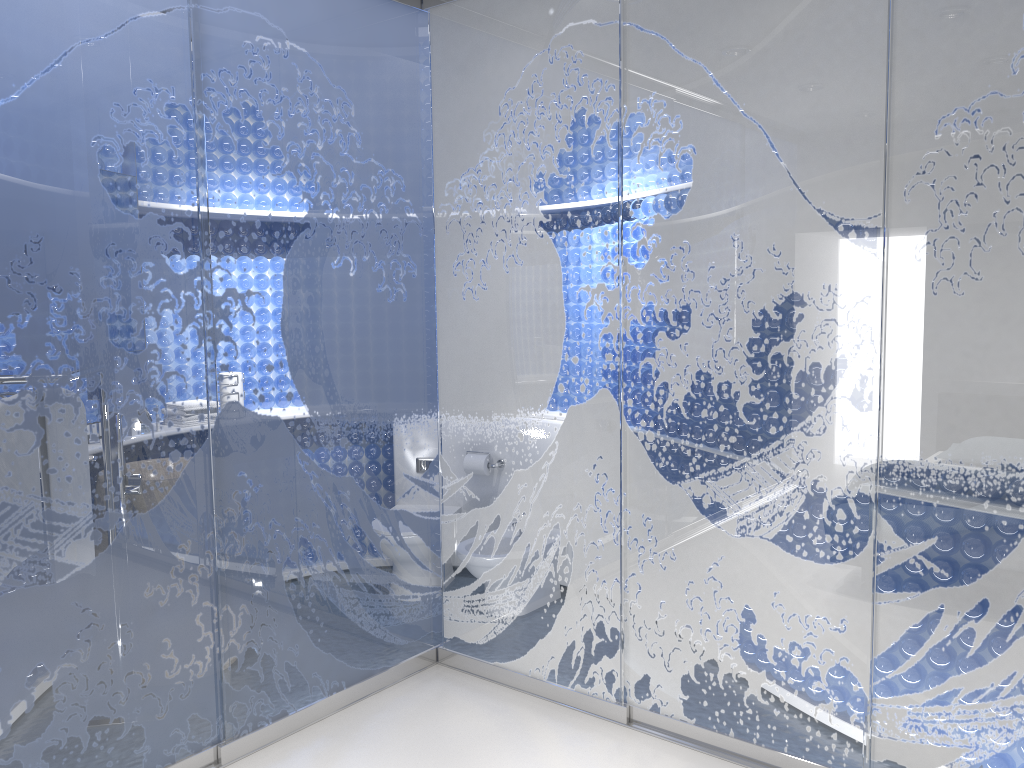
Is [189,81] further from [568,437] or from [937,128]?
[937,128]
